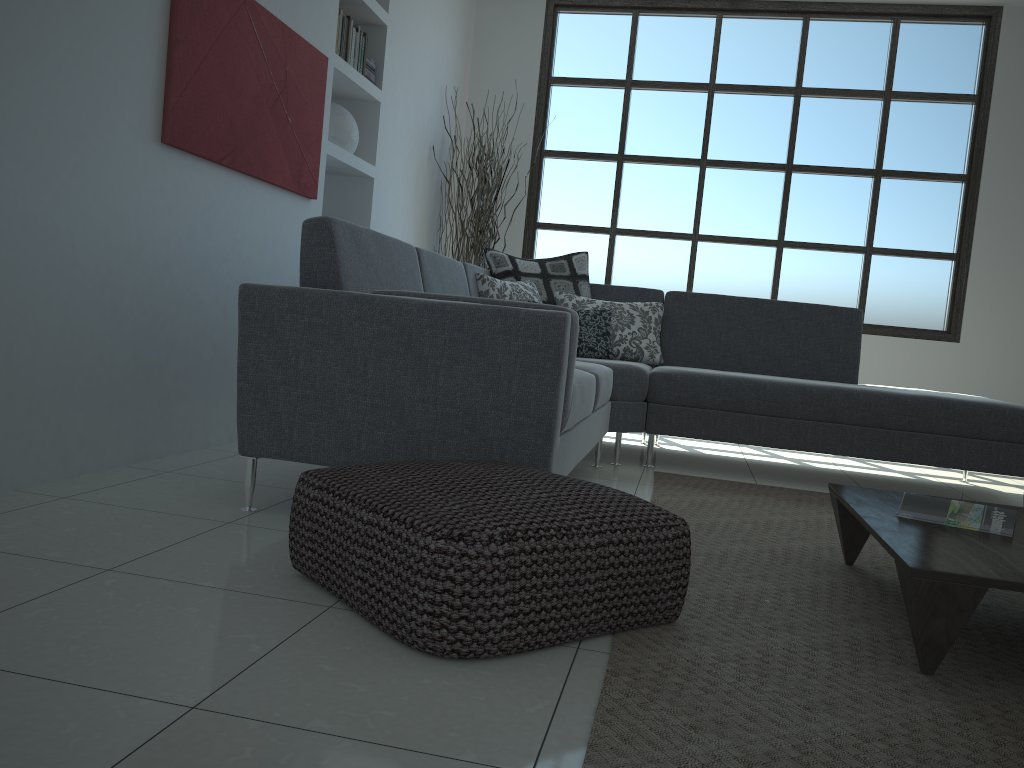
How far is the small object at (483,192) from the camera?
5.9 meters

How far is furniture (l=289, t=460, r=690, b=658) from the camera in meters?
1.5 m

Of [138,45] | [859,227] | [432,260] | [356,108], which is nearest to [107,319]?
[138,45]

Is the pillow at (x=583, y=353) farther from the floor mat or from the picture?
the picture

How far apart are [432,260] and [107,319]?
1.3m

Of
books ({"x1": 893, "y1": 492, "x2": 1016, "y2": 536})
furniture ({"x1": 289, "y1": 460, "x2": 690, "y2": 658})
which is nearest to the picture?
furniture ({"x1": 289, "y1": 460, "x2": 690, "y2": 658})

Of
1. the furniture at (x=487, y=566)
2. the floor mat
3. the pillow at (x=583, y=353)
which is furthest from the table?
the pillow at (x=583, y=353)

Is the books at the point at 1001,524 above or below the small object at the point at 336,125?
below

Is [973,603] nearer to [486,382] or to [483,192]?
[486,382]

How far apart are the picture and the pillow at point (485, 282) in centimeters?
86cm
